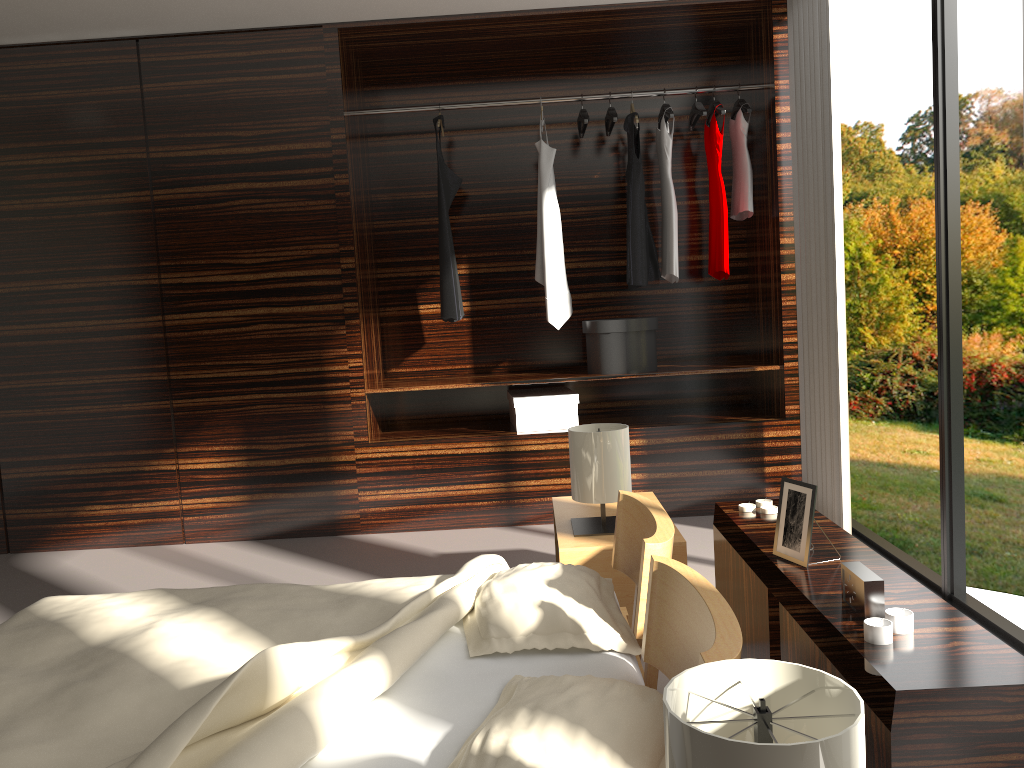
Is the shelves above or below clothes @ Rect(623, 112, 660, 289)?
below

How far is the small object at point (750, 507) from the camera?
2.2 meters

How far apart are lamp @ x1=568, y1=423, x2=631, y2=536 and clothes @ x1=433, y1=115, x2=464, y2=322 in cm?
159

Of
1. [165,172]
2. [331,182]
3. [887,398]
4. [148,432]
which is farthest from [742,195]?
[887,398]

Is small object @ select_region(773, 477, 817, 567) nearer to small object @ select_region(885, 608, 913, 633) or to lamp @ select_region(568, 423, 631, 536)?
small object @ select_region(885, 608, 913, 633)

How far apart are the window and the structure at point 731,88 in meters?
1.7

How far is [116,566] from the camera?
Result: 4.0 meters

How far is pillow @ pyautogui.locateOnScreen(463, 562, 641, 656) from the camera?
1.88m

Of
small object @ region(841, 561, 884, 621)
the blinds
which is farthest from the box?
small object @ region(841, 561, 884, 621)

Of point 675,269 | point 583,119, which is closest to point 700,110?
point 583,119
